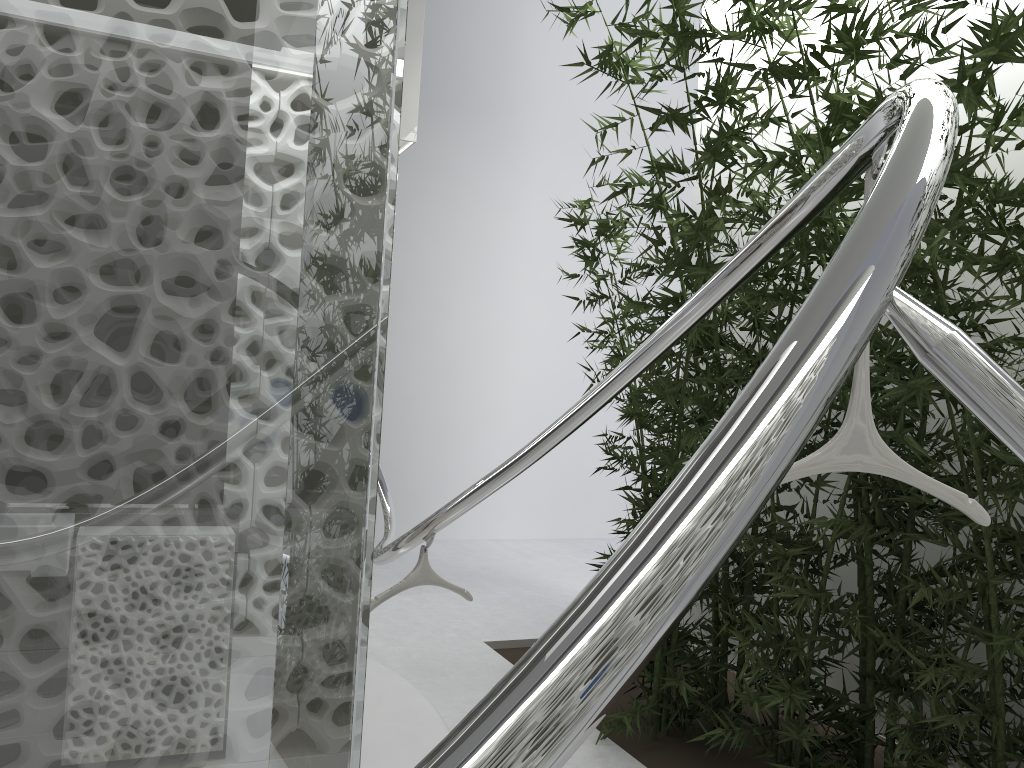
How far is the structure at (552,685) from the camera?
0.5 meters

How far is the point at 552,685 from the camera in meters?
0.5

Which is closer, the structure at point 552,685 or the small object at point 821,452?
the structure at point 552,685

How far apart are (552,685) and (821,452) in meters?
1.0 m

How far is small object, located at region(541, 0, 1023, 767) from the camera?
1.4m

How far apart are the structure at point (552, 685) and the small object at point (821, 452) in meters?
0.0

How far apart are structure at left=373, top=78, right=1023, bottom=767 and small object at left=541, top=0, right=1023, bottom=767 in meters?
0.0

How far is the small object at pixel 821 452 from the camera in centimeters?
142cm
